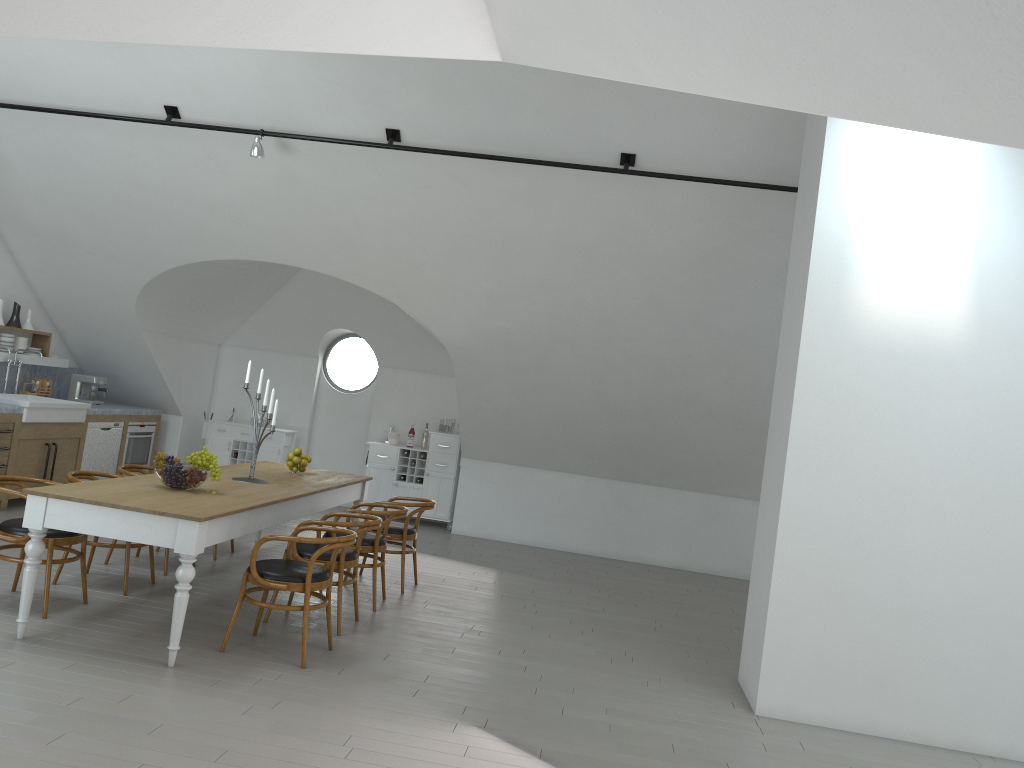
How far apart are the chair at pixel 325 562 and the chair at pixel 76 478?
1.1 meters

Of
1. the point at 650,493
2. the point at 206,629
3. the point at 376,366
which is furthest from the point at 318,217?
the point at 376,366

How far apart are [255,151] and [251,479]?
2.6 meters

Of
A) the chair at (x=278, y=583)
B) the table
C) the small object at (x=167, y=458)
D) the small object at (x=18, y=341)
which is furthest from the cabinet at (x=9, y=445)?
the chair at (x=278, y=583)

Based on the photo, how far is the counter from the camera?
9.4 meters

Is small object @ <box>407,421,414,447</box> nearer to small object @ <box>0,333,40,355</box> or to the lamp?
small object @ <box>0,333,40,355</box>

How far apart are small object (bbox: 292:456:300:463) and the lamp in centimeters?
246cm

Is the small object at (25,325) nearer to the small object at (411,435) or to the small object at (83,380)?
the small object at (83,380)

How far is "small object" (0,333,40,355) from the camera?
9.0m

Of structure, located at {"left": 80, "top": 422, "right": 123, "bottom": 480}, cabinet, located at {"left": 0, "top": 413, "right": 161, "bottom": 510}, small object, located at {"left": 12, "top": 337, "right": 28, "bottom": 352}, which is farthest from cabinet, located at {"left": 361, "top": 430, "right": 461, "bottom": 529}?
small object, located at {"left": 12, "top": 337, "right": 28, "bottom": 352}
